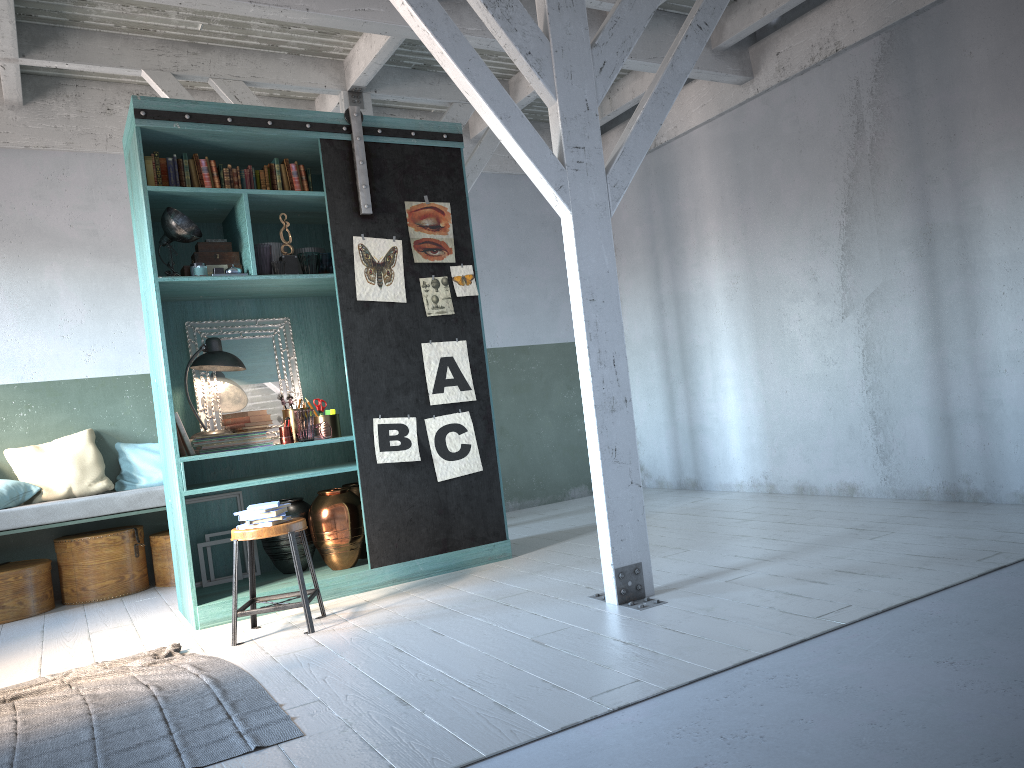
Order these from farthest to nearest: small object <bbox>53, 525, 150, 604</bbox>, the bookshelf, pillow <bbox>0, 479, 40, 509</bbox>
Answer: small object <bbox>53, 525, 150, 604</bbox> → pillow <bbox>0, 479, 40, 509</bbox> → the bookshelf

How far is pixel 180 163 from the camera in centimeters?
615cm

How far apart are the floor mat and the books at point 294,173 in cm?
332

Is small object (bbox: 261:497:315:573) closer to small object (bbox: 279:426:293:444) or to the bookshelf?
the bookshelf

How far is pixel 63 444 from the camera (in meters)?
7.91

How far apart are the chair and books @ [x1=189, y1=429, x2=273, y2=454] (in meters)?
0.98

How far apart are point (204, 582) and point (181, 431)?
1.20m

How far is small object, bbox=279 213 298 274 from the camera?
6.35m

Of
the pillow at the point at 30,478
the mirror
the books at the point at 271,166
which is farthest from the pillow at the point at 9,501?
the books at the point at 271,166

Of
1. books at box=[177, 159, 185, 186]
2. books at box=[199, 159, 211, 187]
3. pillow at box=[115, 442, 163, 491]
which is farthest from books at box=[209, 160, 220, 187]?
pillow at box=[115, 442, 163, 491]
